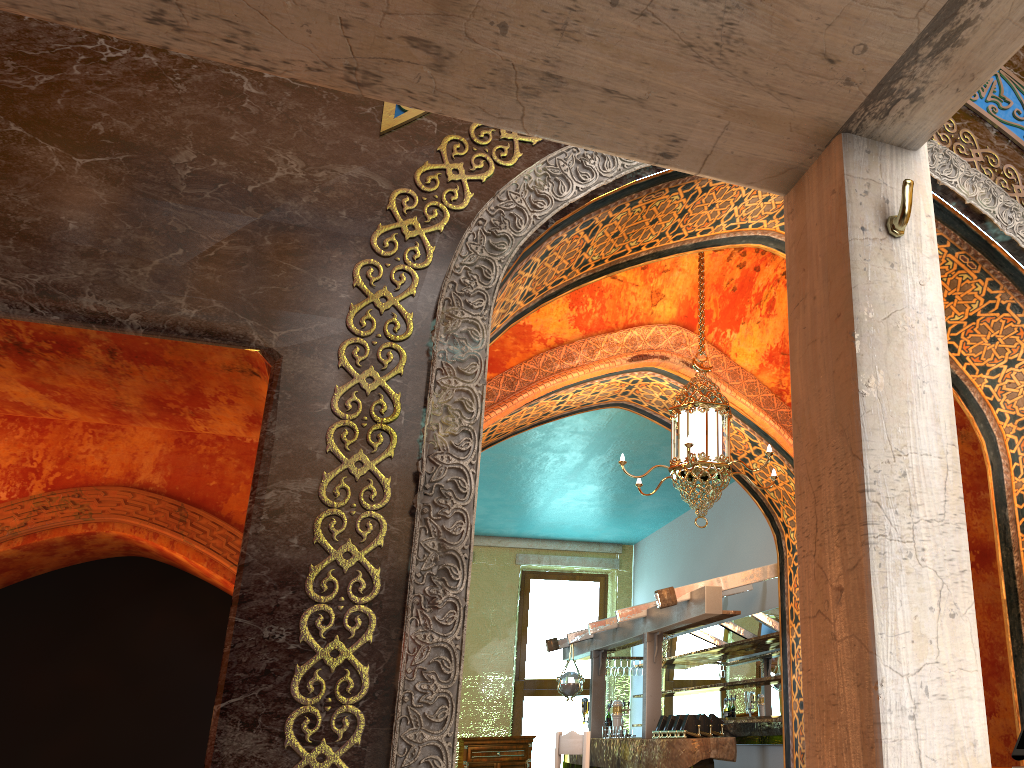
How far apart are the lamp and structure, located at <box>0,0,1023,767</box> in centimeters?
389cm

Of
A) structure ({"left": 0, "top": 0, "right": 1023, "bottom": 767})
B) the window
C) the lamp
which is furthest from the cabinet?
structure ({"left": 0, "top": 0, "right": 1023, "bottom": 767})

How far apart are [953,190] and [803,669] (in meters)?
3.98

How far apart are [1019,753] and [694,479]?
2.4m

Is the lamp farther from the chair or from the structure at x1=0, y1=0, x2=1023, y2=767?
the structure at x1=0, y1=0, x2=1023, y2=767

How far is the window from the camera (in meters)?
13.69

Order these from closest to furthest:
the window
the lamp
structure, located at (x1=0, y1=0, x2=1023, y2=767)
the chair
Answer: structure, located at (x1=0, y1=0, x2=1023, y2=767) → the lamp → the chair → the window

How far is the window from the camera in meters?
13.7 m

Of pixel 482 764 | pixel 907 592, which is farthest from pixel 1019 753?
pixel 482 764

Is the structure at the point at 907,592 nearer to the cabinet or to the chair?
the chair
